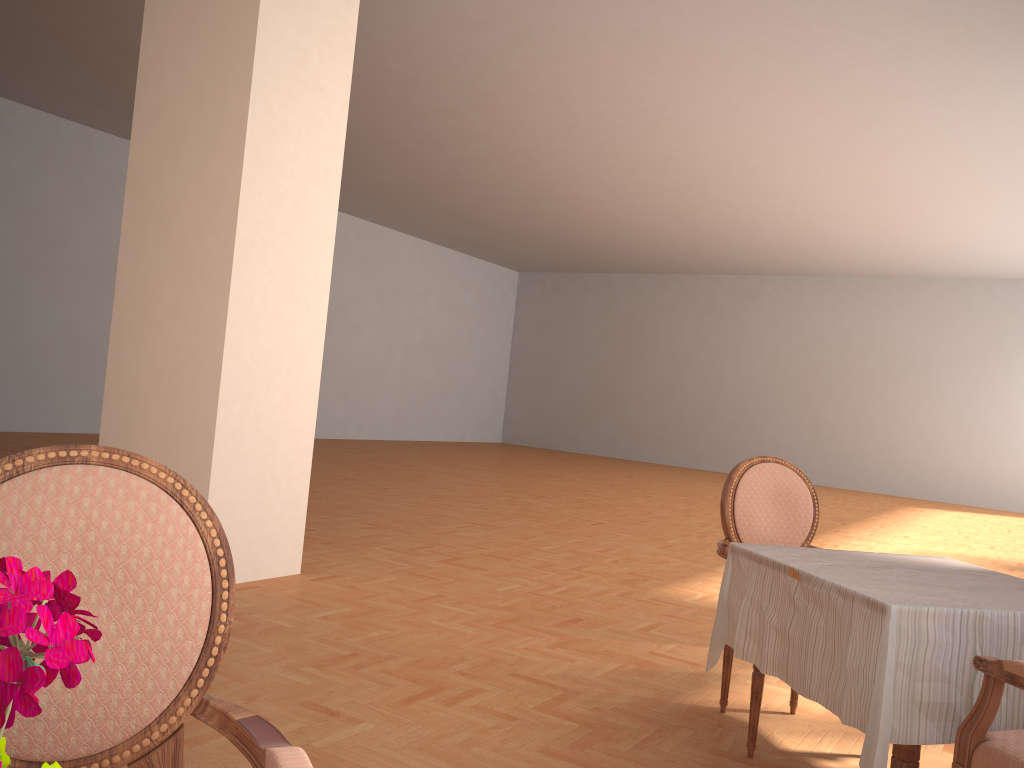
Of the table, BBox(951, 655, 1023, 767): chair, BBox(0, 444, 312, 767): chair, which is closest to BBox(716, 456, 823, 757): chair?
the table

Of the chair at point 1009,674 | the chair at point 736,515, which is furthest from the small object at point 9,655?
the chair at point 736,515

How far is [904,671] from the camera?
1.96m

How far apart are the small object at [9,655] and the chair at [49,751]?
0.74m

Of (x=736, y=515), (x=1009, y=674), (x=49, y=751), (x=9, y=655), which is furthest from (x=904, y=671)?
(x=9, y=655)

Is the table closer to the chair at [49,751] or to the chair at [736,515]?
the chair at [736,515]

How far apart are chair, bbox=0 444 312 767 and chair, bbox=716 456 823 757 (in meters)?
2.03

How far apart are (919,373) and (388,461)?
9.91m

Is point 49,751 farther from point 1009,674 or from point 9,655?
point 1009,674

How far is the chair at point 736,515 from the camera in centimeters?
321cm
